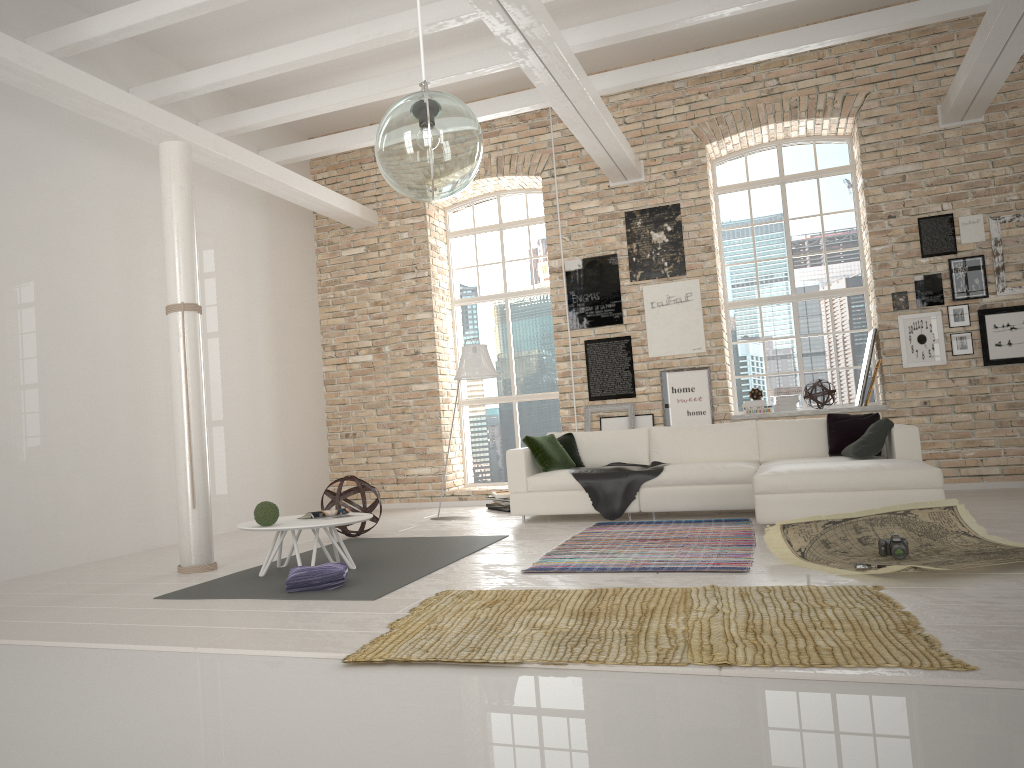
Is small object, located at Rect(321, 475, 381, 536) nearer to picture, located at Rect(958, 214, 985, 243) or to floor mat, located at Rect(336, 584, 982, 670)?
floor mat, located at Rect(336, 584, 982, 670)

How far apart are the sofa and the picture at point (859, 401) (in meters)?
1.36

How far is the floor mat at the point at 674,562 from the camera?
5.15m

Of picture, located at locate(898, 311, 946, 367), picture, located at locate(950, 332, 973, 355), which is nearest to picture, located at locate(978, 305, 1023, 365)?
picture, located at locate(950, 332, 973, 355)

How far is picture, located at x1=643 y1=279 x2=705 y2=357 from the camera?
9.4 meters

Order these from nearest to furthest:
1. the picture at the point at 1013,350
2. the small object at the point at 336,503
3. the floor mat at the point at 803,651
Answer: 1. the floor mat at the point at 803,651
2. the small object at the point at 336,503
3. the picture at the point at 1013,350

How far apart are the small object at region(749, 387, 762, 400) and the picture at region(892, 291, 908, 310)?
1.55m

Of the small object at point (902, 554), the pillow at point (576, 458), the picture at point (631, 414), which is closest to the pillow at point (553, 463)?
the pillow at point (576, 458)

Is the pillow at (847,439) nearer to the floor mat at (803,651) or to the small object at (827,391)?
the small object at (827,391)

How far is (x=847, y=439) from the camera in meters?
7.4
